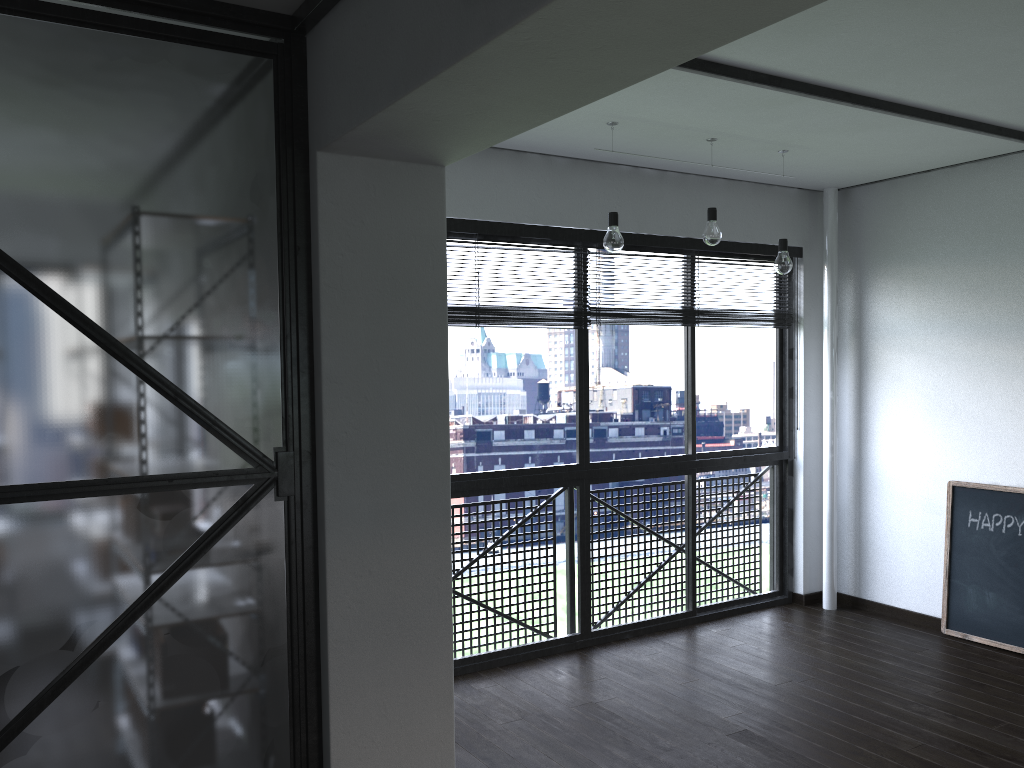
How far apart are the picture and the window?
0.9 meters

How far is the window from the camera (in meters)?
4.07

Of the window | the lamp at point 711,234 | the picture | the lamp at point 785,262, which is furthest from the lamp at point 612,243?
the picture

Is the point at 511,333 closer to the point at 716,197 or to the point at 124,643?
the point at 716,197

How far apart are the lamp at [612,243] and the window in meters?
0.6

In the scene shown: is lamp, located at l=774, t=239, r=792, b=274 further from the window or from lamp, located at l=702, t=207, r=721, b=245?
the window

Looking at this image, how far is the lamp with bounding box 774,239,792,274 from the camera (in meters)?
4.00

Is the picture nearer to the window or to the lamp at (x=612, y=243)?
the window

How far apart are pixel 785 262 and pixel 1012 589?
1.91m

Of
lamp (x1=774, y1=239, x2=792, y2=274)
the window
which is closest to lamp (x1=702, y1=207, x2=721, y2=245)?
lamp (x1=774, y1=239, x2=792, y2=274)
